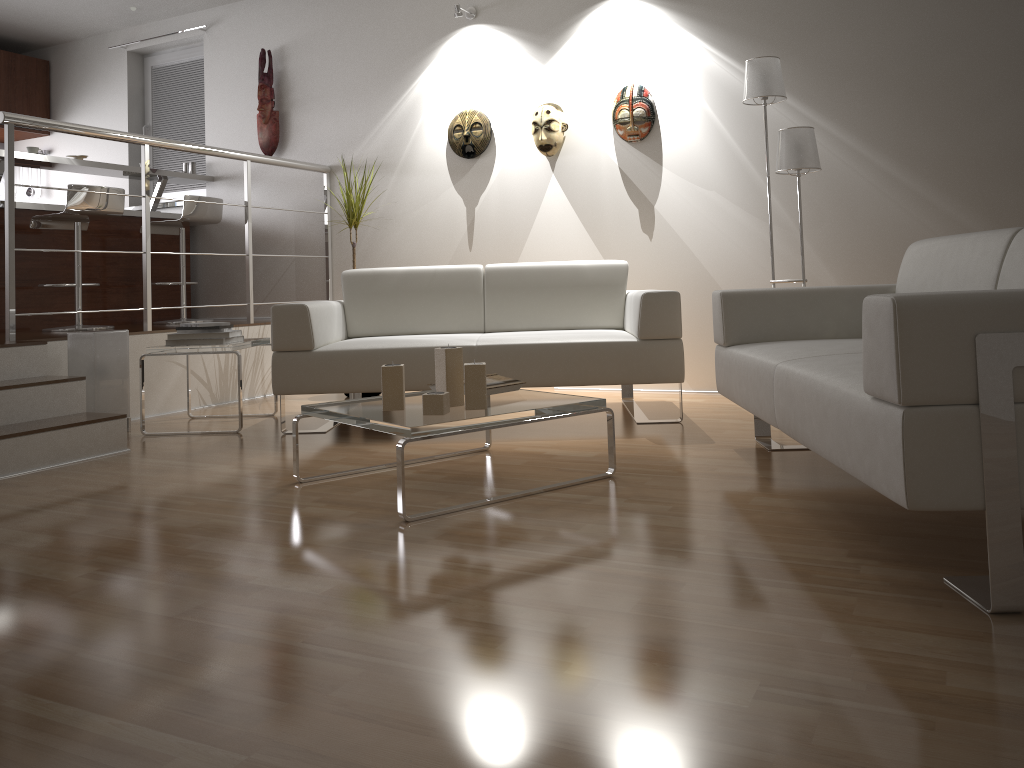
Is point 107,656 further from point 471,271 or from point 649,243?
point 649,243

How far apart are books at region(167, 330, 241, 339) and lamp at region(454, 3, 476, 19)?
2.5m

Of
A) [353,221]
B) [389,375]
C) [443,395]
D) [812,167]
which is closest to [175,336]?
[353,221]

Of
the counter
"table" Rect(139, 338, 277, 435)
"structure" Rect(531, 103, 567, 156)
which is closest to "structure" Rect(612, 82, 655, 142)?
"structure" Rect(531, 103, 567, 156)

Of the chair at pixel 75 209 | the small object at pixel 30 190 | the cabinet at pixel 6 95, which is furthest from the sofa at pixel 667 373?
the small object at pixel 30 190

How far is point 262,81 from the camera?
6.0 meters

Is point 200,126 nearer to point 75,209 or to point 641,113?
point 75,209

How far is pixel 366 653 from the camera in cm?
158

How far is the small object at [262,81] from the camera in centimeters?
600cm

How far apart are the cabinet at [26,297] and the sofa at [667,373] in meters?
2.2 m
